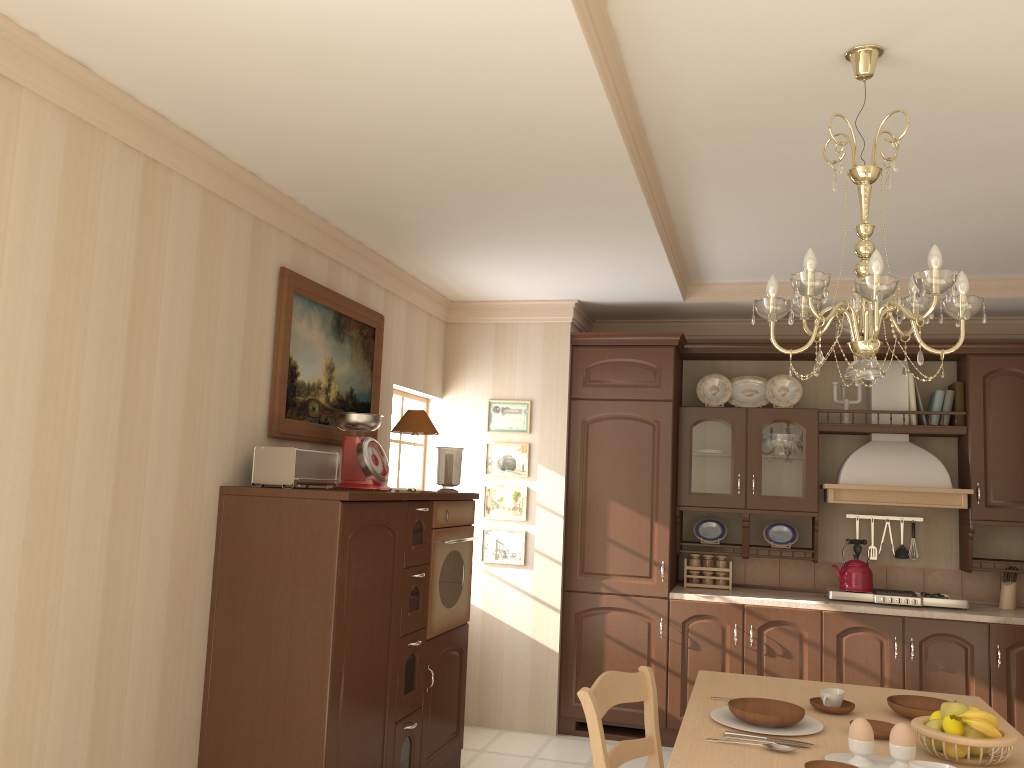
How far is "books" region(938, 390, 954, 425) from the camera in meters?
5.0

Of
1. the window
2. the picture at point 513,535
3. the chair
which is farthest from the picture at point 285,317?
the chair

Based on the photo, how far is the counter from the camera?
4.6m

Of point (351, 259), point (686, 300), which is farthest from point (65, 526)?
point (686, 300)

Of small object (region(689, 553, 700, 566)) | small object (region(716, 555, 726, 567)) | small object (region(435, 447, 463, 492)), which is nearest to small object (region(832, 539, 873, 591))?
small object (region(716, 555, 726, 567))

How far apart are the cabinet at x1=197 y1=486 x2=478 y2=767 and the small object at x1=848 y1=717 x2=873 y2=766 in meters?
1.7

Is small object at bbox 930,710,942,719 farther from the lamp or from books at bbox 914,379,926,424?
books at bbox 914,379,926,424

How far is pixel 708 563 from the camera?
5.3 meters

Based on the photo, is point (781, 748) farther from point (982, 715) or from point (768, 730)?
point (982, 715)

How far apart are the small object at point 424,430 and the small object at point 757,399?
2.1m
